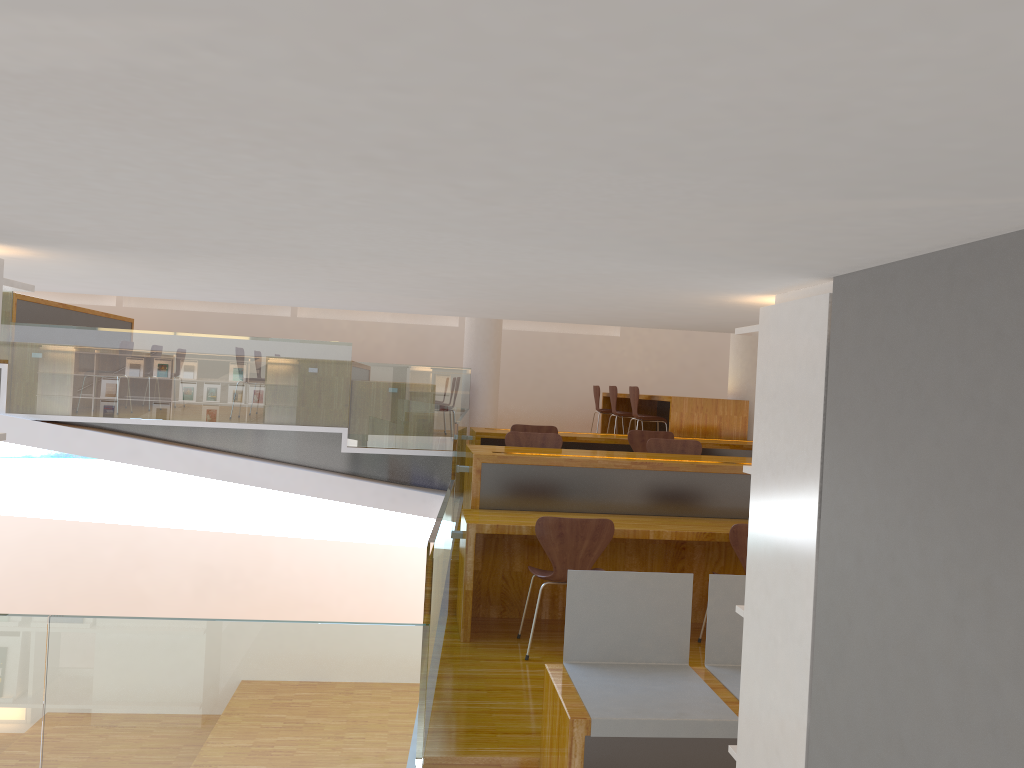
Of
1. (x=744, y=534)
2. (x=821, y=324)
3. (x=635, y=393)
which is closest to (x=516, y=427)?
(x=635, y=393)

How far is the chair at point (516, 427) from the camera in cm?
717

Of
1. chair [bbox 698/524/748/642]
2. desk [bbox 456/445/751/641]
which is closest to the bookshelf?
chair [bbox 698/524/748/642]

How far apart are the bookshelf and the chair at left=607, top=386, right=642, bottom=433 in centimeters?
774cm

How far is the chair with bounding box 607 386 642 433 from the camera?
9.9m

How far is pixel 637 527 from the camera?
4.7 meters

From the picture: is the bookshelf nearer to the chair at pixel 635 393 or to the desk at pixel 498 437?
the desk at pixel 498 437

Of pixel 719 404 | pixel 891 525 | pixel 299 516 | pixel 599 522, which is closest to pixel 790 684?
pixel 891 525

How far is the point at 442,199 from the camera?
1.2 meters

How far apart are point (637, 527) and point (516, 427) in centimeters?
262cm
